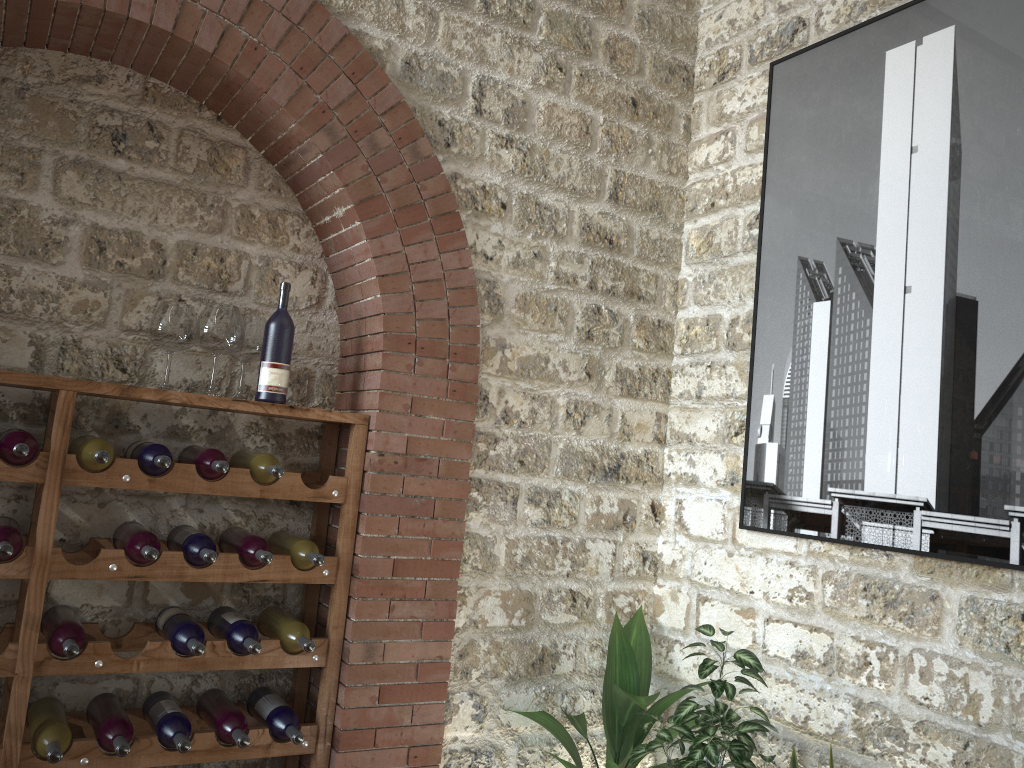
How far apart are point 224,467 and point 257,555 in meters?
0.3 m

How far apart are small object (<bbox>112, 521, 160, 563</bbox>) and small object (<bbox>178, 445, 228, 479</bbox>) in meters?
0.2 m

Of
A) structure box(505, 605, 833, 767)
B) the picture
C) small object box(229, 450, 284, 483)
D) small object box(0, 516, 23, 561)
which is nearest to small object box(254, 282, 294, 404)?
small object box(229, 450, 284, 483)

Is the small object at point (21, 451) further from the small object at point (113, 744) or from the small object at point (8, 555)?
the small object at point (113, 744)

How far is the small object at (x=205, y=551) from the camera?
2.7 meters

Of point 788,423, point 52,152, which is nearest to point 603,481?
point 788,423

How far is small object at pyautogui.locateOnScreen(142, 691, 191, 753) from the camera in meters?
Result: 2.7 m

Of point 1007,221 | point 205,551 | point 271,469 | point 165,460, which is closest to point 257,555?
point 205,551

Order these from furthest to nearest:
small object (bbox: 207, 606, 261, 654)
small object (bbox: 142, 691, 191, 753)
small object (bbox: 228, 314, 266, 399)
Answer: small object (bbox: 228, 314, 266, 399) < small object (bbox: 207, 606, 261, 654) < small object (bbox: 142, 691, 191, 753)

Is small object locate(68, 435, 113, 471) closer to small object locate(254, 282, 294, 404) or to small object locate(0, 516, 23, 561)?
small object locate(0, 516, 23, 561)
